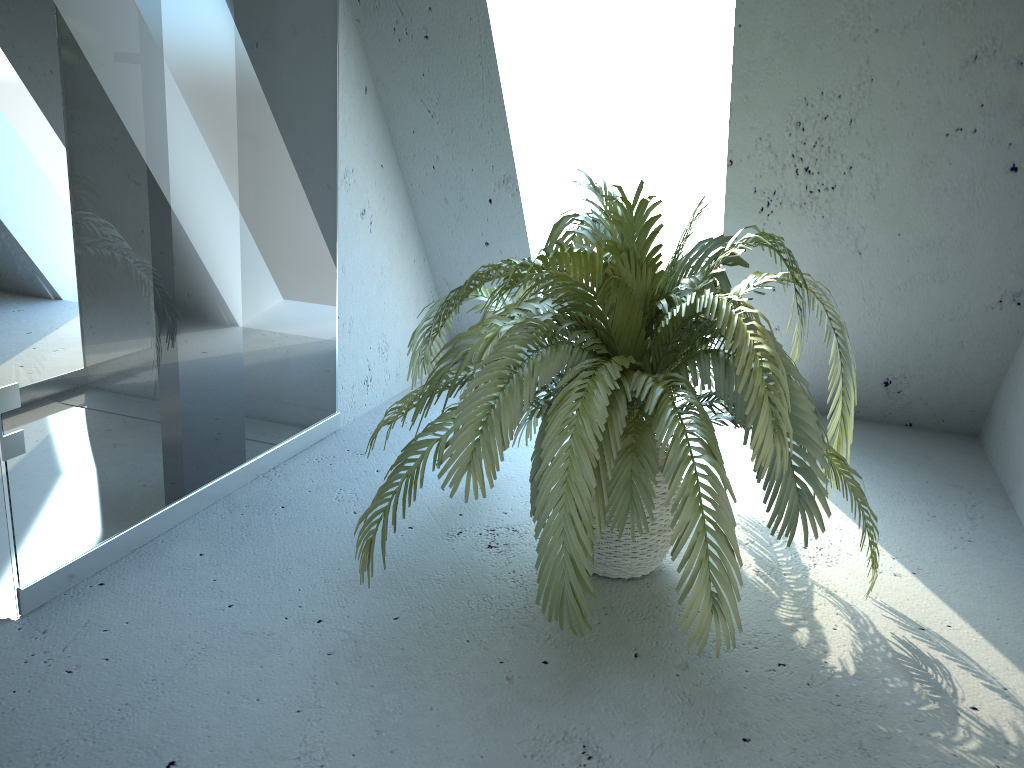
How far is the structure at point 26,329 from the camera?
1.64m

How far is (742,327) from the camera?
1.6m

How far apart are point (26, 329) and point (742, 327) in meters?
1.3

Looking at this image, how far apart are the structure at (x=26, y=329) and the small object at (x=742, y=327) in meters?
0.4 m

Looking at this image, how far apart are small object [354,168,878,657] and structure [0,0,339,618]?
0.39m

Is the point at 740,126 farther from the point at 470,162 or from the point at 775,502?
the point at 775,502

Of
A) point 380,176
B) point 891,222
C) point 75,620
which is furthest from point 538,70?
point 75,620

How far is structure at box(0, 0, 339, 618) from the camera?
1.6m

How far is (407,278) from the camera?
3.2 meters
